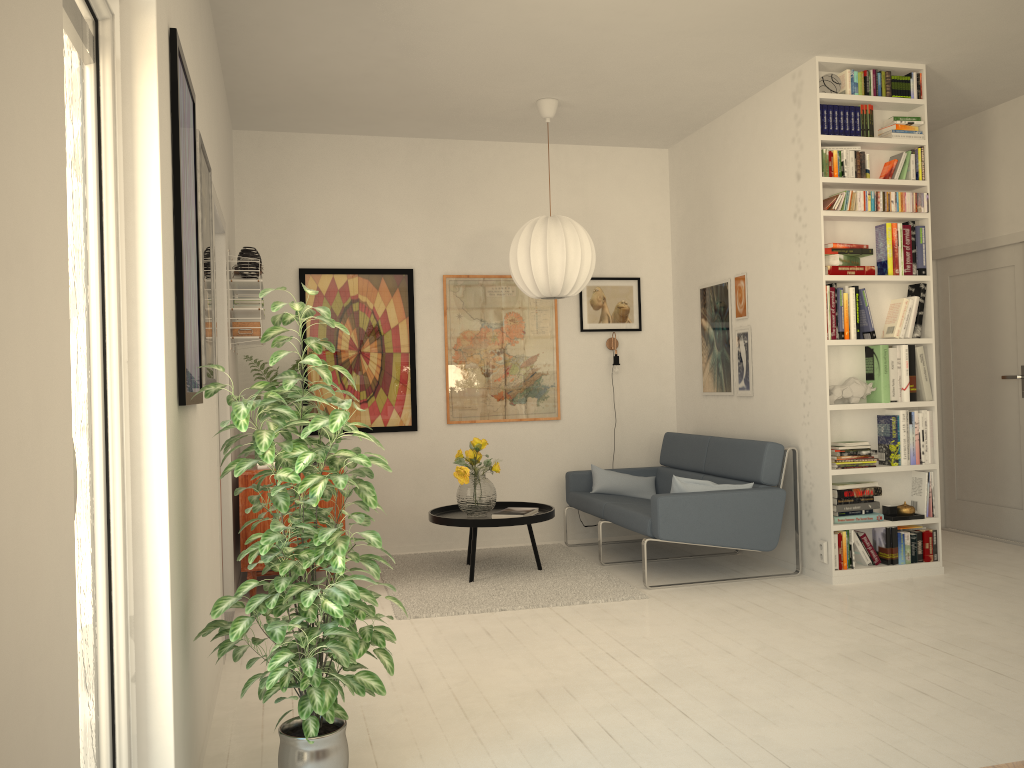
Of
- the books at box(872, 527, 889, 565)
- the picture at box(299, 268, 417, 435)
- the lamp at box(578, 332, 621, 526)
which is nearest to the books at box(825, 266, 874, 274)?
the books at box(872, 527, 889, 565)

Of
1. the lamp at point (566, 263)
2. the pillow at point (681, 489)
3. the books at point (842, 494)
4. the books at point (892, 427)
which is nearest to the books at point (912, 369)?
the books at point (892, 427)

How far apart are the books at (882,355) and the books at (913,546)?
0.8 meters

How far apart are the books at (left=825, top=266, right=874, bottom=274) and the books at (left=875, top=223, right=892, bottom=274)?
0.1 meters

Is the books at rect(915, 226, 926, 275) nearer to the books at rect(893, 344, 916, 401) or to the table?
the books at rect(893, 344, 916, 401)

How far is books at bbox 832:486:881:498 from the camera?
4.9m

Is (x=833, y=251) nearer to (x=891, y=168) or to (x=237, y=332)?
(x=891, y=168)

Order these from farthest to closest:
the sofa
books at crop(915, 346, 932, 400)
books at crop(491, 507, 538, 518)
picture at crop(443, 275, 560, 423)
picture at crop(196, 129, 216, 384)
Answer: picture at crop(443, 275, 560, 423)
books at crop(491, 507, 538, 518)
books at crop(915, 346, 932, 400)
the sofa
picture at crop(196, 129, 216, 384)

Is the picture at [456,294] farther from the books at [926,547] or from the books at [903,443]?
the books at [926,547]

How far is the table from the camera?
4.99m
